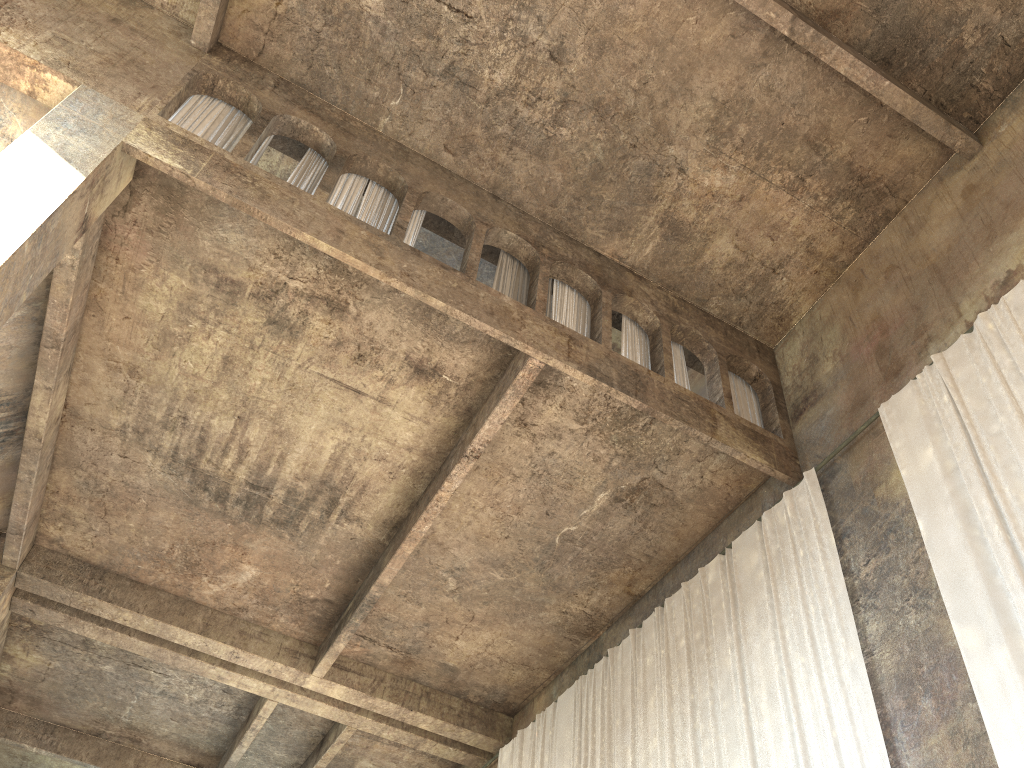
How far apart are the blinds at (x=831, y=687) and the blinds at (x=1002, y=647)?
1.00m

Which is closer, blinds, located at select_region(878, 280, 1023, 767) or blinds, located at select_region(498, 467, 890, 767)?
blinds, located at select_region(878, 280, 1023, 767)

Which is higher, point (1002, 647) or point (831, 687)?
point (831, 687)

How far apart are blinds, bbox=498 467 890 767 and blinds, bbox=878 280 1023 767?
1.00m

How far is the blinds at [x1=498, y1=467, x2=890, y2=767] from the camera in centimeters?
804cm

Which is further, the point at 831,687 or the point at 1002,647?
the point at 831,687

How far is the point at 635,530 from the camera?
11.7m

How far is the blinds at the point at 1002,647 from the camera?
6.61m

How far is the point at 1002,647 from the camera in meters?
6.6 m

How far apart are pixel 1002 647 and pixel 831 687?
1.80m
